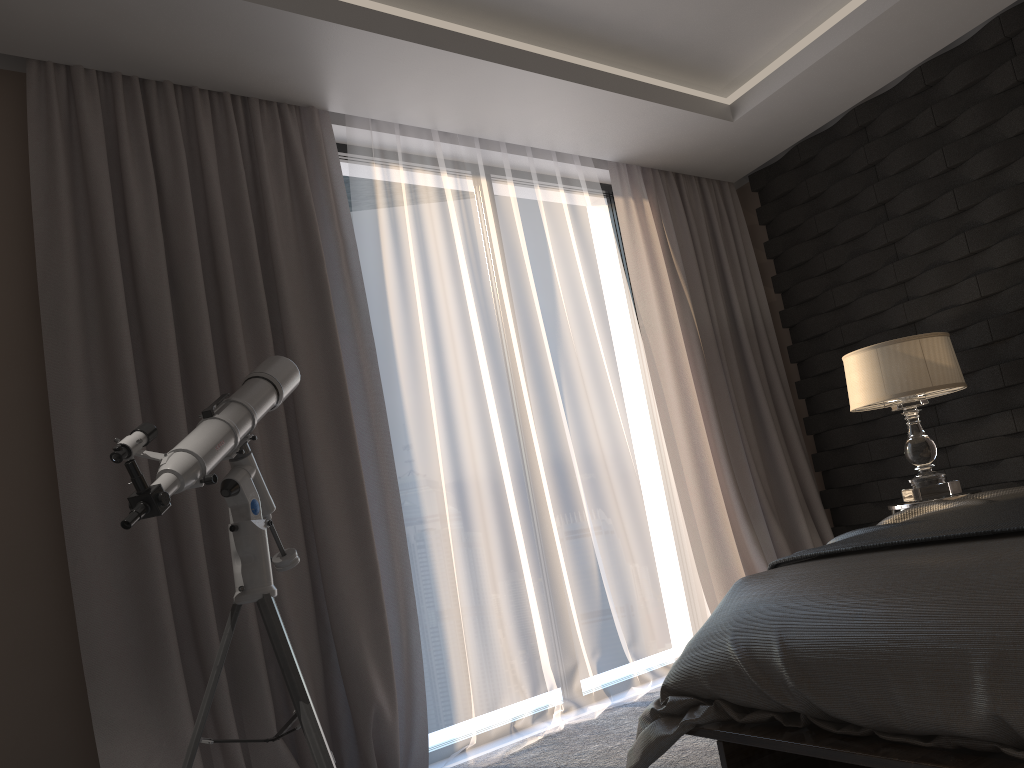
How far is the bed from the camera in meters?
1.4 m

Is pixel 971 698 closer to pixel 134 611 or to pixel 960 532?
pixel 960 532

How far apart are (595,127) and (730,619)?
2.58m

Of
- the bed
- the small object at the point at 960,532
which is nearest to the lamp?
the small object at the point at 960,532

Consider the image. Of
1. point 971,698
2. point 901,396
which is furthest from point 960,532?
point 901,396

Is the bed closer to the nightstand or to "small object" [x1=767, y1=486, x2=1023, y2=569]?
"small object" [x1=767, y1=486, x2=1023, y2=569]

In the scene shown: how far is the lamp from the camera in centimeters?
327cm

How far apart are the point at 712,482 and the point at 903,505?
1.0m

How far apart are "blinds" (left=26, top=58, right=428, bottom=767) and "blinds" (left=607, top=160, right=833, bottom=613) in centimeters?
147cm

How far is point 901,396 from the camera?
3.3m
